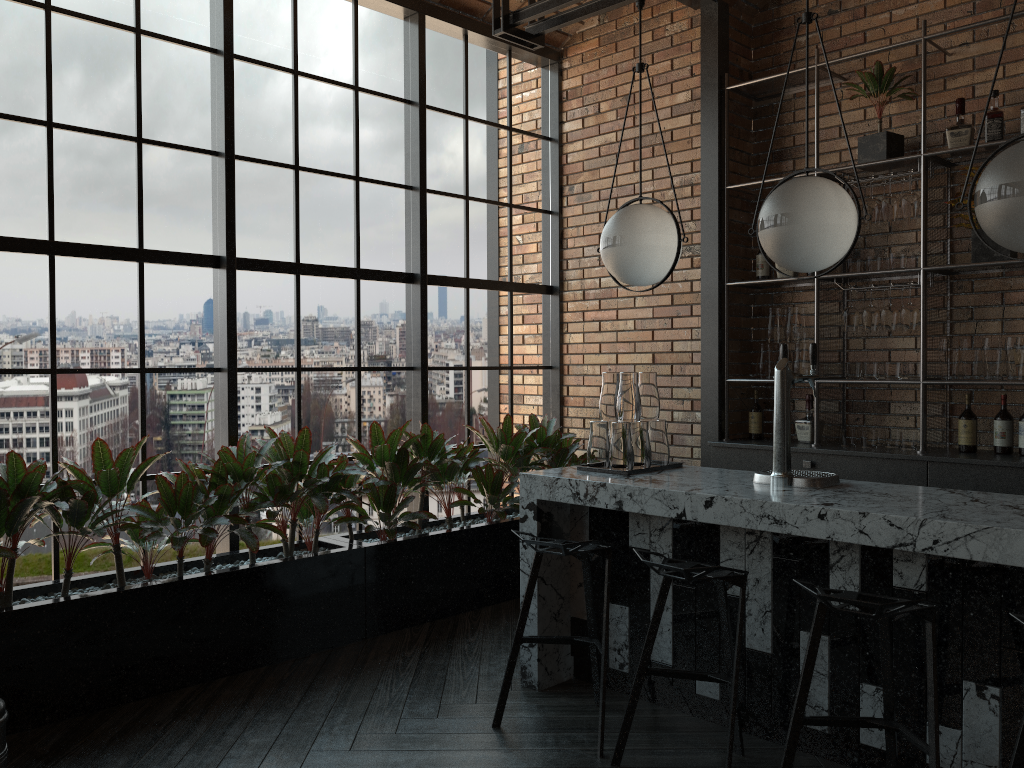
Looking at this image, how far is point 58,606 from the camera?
3.4m

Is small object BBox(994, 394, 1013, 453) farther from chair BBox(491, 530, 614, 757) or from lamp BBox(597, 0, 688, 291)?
chair BBox(491, 530, 614, 757)

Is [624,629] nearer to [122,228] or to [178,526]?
[178,526]

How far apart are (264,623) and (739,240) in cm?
349

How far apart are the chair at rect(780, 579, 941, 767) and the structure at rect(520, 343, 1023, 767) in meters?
0.2

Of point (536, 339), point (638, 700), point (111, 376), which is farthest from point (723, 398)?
point (111, 376)

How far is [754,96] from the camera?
5.4 meters

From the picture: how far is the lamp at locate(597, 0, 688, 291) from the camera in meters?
3.5 m

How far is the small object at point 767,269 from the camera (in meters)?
5.25

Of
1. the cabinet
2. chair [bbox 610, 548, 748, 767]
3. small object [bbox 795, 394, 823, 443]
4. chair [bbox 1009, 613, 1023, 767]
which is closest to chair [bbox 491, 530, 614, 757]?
chair [bbox 610, 548, 748, 767]
